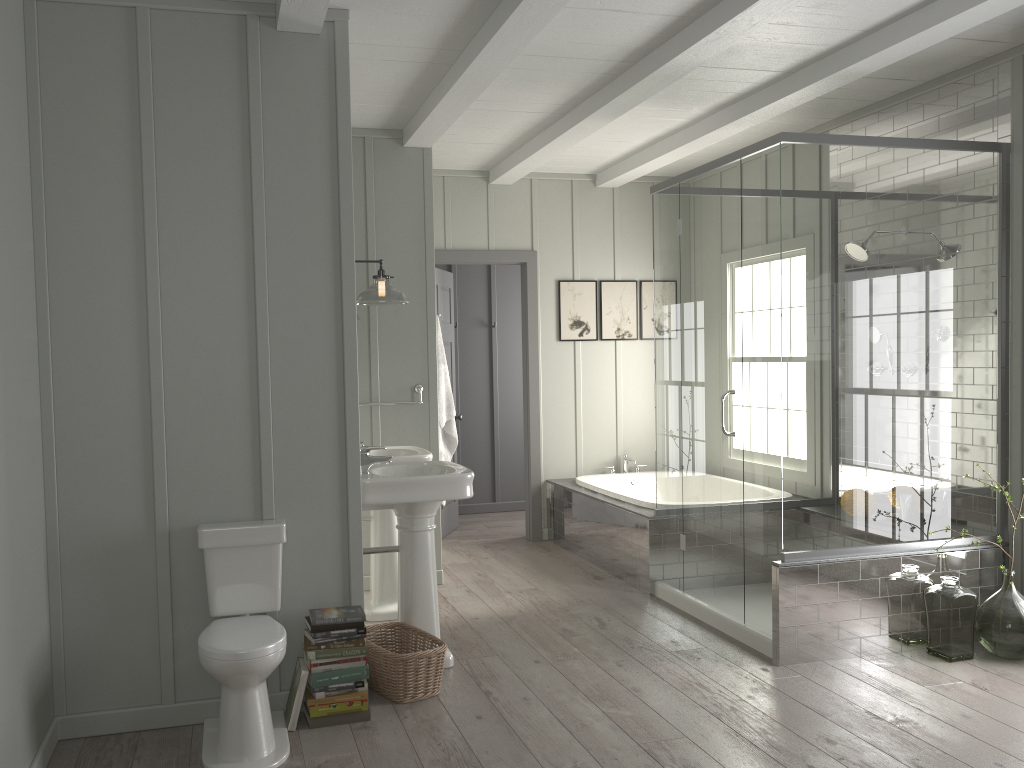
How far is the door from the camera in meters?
6.6 m

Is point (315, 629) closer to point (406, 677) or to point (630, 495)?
point (406, 677)

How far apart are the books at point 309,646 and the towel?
2.2 meters

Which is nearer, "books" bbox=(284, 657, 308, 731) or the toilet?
the toilet

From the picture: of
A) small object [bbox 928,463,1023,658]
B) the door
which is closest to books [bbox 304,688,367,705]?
small object [bbox 928,463,1023,658]

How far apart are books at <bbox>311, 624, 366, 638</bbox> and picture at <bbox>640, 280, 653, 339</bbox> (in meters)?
4.16

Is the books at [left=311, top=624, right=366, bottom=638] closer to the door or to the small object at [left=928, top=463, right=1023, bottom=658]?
the small object at [left=928, top=463, right=1023, bottom=658]

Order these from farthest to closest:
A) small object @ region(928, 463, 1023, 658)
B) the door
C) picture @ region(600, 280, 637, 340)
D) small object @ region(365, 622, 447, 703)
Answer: picture @ region(600, 280, 637, 340), the door, small object @ region(928, 463, 1023, 658), small object @ region(365, 622, 447, 703)

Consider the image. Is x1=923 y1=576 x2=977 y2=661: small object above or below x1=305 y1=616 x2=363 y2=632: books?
below

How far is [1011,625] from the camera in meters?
4.0
